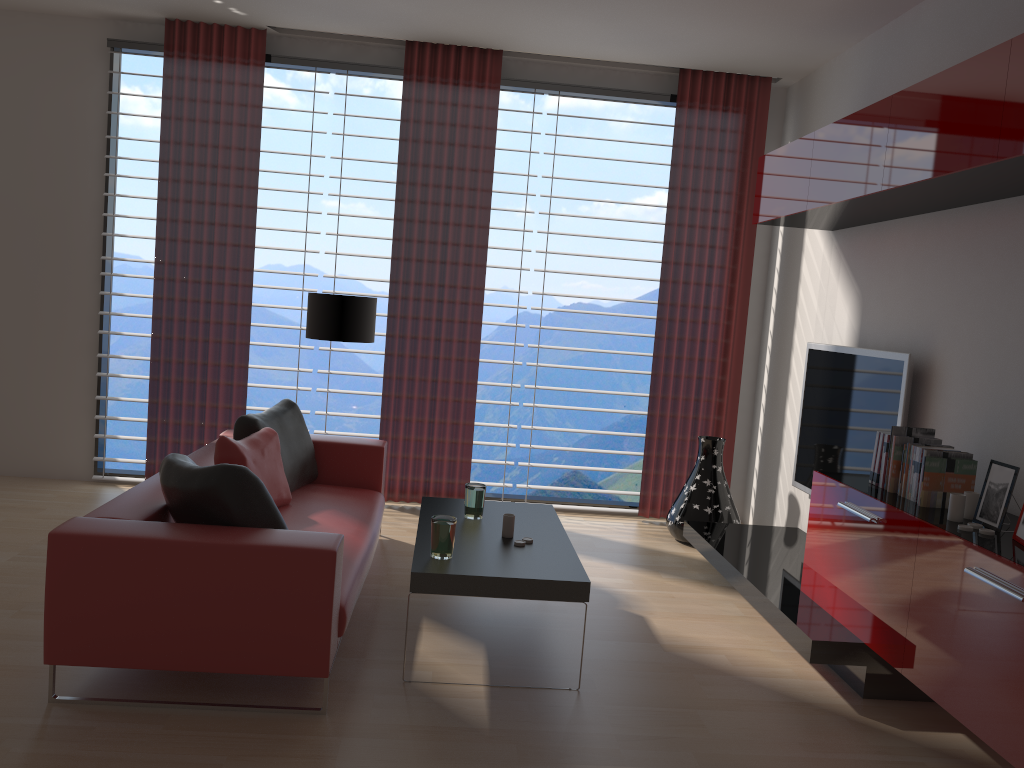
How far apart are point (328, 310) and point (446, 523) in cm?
305

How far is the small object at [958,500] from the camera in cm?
430

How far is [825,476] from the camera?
5.36m

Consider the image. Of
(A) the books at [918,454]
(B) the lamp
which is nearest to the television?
(A) the books at [918,454]

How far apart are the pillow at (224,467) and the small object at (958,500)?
3.3 meters

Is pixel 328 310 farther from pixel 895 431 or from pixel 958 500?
pixel 958 500

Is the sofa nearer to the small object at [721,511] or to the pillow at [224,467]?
the pillow at [224,467]

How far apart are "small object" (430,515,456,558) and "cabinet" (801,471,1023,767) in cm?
219

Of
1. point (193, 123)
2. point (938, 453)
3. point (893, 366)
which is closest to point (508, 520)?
point (938, 453)

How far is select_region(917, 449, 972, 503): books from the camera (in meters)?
4.65
